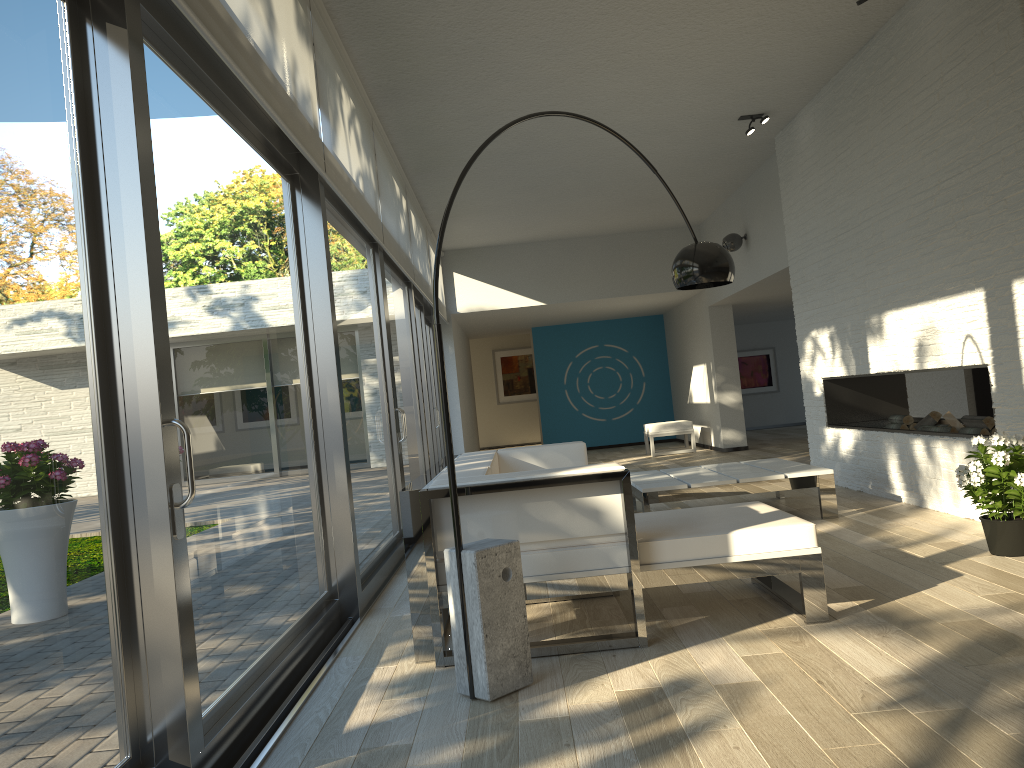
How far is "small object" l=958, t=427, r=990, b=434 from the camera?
5.34m

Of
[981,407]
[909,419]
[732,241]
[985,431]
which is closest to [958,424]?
[985,431]

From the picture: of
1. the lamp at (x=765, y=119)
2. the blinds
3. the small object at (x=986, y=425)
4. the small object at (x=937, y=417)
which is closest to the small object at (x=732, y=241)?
the lamp at (x=765, y=119)

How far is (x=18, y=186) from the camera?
1.9 meters

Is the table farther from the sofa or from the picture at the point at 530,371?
the picture at the point at 530,371

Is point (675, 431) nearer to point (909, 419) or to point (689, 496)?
point (909, 419)

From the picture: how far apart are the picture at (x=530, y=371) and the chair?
6.6m

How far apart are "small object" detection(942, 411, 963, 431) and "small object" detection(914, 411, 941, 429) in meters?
0.1 m

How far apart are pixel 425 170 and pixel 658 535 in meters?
5.2 m

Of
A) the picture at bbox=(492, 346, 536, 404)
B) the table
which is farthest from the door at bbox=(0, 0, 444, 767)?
the picture at bbox=(492, 346, 536, 404)
